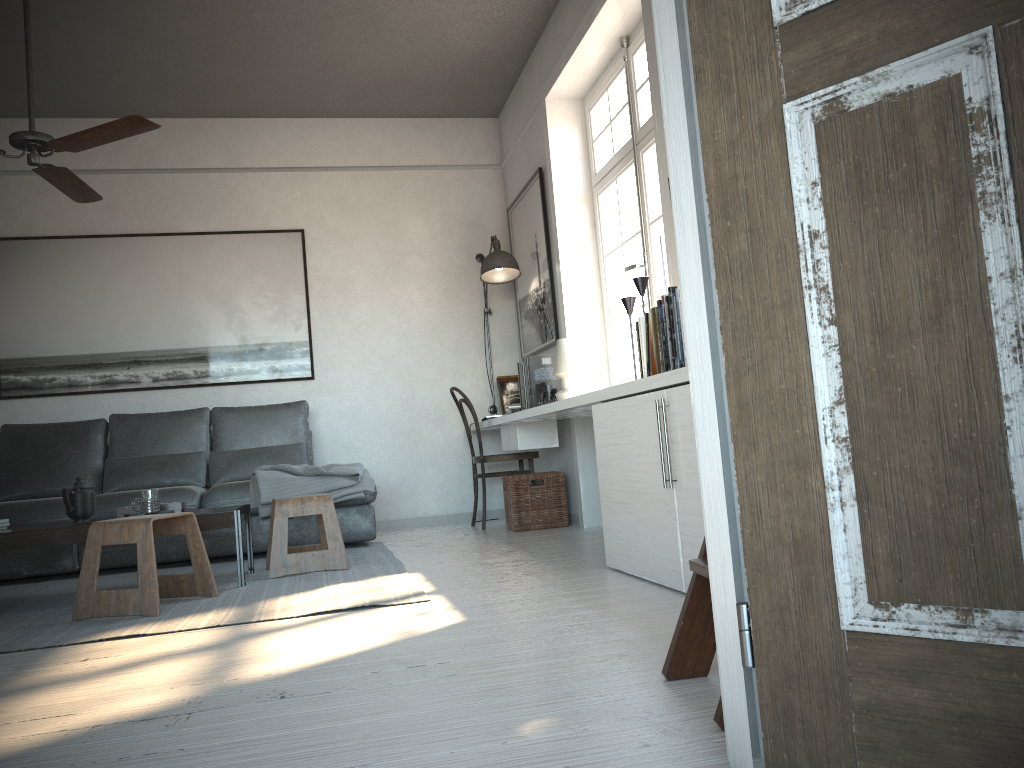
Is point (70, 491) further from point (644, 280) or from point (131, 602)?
point (644, 280)

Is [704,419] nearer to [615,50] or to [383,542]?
[615,50]

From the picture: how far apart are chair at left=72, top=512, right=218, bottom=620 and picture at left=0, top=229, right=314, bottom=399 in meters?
2.5 m

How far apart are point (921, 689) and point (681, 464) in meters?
1.6 m

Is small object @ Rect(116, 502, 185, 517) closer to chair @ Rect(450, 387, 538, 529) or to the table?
the table

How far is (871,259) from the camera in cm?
106

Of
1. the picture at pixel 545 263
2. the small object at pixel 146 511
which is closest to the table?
the small object at pixel 146 511

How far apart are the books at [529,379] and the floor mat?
1.08m

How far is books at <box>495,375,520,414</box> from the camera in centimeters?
609cm

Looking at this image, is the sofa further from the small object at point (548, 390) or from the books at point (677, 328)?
the books at point (677, 328)
